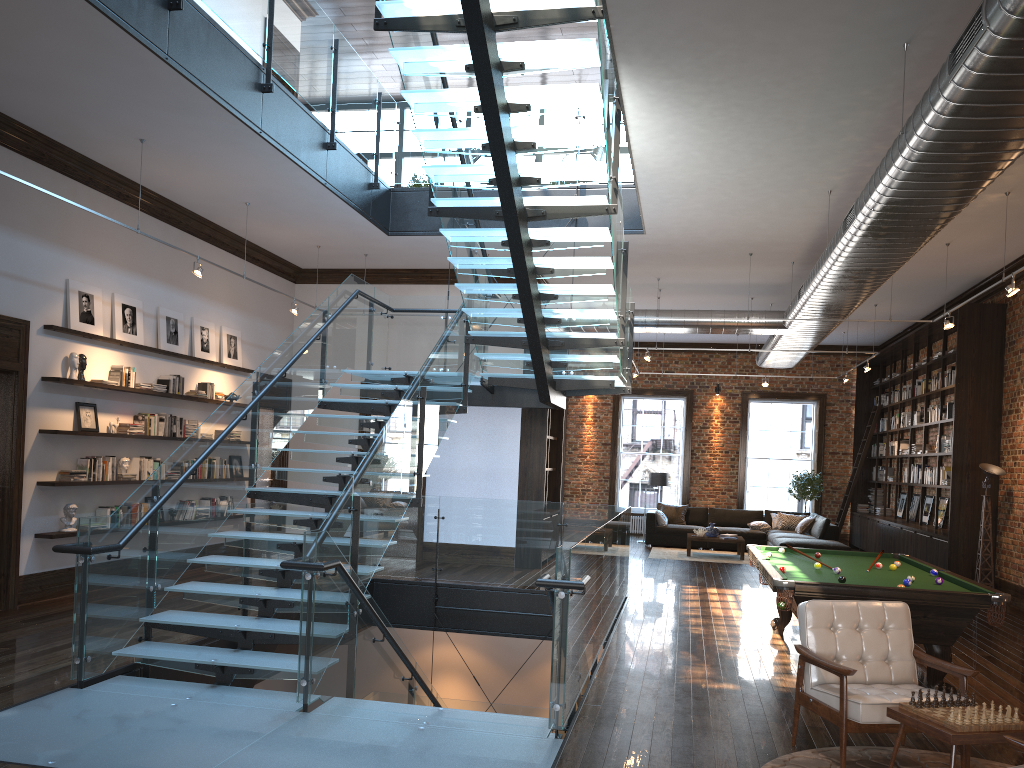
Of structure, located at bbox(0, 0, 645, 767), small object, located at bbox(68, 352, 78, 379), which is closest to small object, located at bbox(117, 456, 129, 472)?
small object, located at bbox(68, 352, 78, 379)

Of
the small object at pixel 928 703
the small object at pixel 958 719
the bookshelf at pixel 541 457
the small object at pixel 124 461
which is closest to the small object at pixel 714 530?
the bookshelf at pixel 541 457

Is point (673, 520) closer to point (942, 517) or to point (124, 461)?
point (942, 517)

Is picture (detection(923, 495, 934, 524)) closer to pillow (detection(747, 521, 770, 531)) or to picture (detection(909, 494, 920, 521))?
picture (detection(909, 494, 920, 521))

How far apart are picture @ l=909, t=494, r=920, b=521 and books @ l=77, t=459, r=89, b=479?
13.6 meters

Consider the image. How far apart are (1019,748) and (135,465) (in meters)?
Answer: 8.97

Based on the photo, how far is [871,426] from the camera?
18.02m

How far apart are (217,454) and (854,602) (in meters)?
4.96

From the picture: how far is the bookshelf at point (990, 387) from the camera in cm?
1201

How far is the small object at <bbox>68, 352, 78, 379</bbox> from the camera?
8.8 meters
